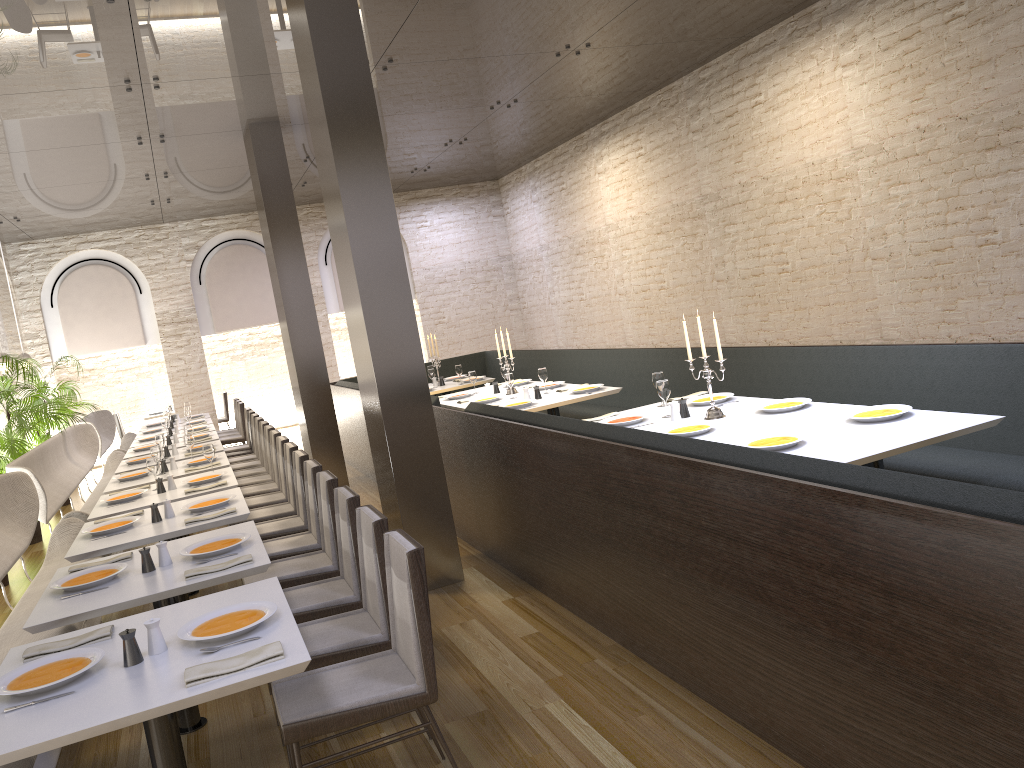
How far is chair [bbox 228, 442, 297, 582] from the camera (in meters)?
6.21

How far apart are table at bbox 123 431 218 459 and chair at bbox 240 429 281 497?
2.05m

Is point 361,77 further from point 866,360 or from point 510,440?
point 866,360

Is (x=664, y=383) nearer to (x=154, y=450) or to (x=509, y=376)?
(x=509, y=376)

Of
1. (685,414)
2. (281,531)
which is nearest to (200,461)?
(281,531)

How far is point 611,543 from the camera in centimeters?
401cm

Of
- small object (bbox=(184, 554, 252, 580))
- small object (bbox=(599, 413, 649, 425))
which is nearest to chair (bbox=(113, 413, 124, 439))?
small object (bbox=(599, 413, 649, 425))

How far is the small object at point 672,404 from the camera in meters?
5.4 m

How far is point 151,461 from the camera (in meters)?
6.34

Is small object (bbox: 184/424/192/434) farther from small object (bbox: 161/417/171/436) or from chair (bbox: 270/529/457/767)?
chair (bbox: 270/529/457/767)
